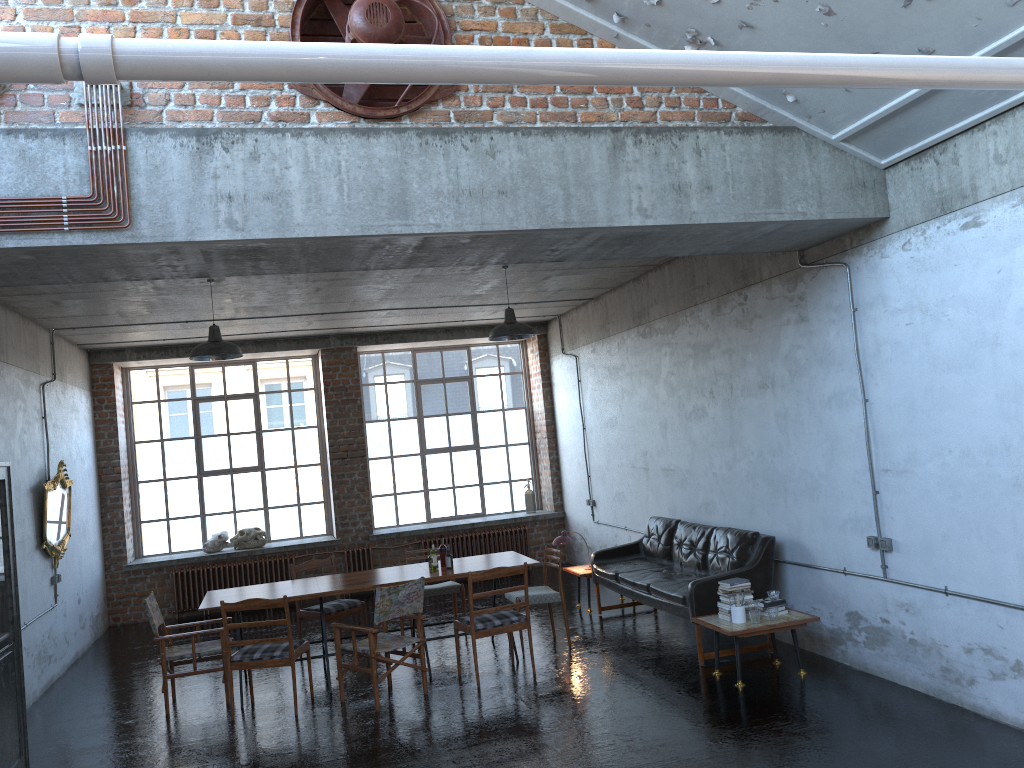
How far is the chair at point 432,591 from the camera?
9.7 meters

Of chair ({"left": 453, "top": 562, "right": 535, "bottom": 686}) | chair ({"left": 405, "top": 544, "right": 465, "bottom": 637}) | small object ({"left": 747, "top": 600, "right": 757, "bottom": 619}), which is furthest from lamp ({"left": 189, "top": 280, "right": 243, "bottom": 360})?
small object ({"left": 747, "top": 600, "right": 757, "bottom": 619})

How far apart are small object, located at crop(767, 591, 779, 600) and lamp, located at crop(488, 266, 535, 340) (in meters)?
3.50

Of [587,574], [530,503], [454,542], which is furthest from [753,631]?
[530,503]

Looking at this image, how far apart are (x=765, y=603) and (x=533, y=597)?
2.36m

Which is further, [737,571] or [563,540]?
[563,540]

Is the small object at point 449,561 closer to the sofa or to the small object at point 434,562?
the small object at point 434,562

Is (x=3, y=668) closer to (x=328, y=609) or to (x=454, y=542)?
(x=328, y=609)

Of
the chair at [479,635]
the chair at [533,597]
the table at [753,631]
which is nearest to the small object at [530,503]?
the chair at [533,597]

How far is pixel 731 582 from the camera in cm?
730
